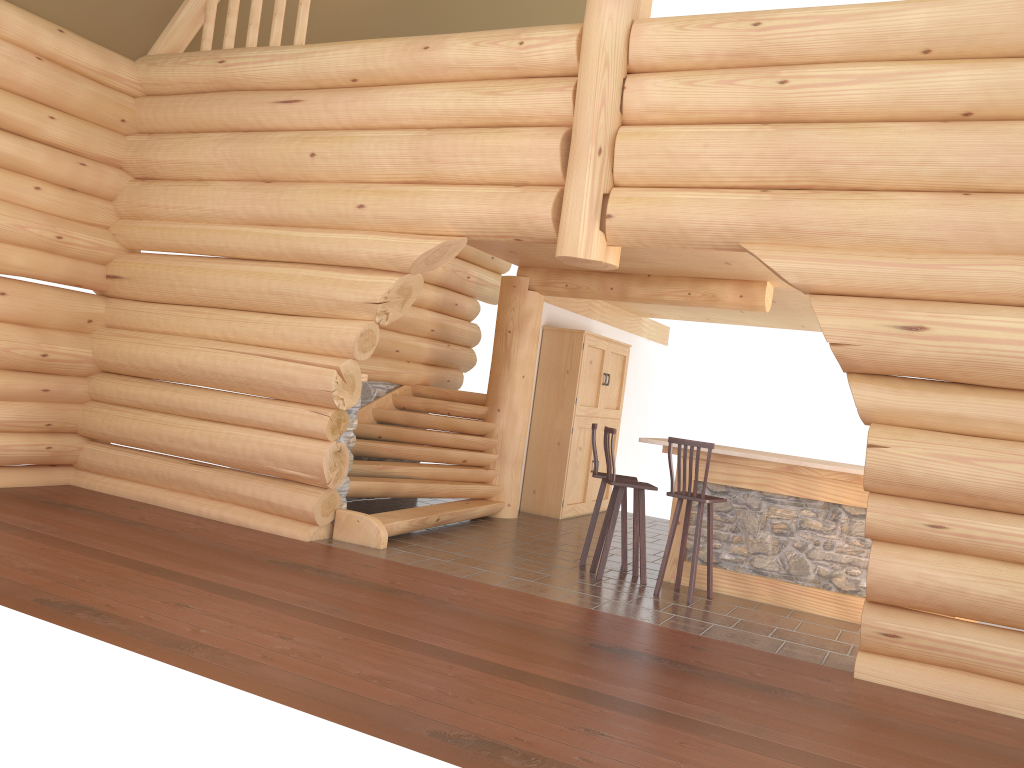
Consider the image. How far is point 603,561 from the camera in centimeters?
773cm

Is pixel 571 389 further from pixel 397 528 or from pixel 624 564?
pixel 397 528

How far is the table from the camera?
7.38m

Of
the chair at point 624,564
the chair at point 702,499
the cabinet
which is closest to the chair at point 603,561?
the chair at point 624,564

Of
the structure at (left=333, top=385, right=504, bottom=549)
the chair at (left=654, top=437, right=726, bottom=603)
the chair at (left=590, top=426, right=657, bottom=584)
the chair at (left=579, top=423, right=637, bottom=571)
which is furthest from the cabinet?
the chair at (left=654, top=437, right=726, bottom=603)

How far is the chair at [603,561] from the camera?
7.7m

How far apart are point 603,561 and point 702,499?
1.1 meters

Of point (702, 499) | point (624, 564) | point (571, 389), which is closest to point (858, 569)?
point (702, 499)

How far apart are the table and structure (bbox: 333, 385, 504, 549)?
2.38m

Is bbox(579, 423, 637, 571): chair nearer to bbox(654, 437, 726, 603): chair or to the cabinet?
bbox(654, 437, 726, 603): chair
